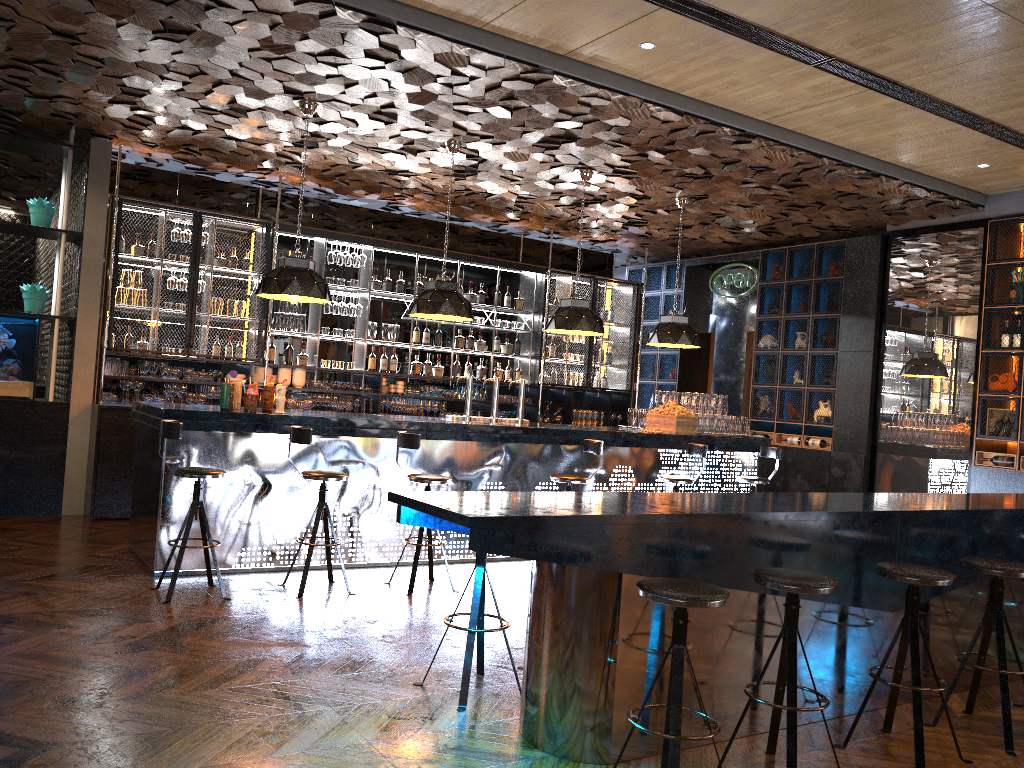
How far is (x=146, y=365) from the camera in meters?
8.7 m

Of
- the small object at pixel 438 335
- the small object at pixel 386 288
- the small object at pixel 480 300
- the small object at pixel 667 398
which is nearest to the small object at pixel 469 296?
the small object at pixel 480 300

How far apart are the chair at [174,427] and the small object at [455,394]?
5.06m

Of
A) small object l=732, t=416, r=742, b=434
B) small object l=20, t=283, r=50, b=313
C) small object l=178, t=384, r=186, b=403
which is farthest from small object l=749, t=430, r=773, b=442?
small object l=20, t=283, r=50, b=313

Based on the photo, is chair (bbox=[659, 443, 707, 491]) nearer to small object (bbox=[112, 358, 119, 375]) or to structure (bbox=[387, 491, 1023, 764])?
structure (bbox=[387, 491, 1023, 764])

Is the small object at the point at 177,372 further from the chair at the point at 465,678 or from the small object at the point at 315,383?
the chair at the point at 465,678

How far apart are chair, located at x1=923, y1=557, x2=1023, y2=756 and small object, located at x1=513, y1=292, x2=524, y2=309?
7.6m

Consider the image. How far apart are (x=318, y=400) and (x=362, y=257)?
1.7 meters

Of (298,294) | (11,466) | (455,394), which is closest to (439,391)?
(455,394)

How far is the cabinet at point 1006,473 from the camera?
8.5m
